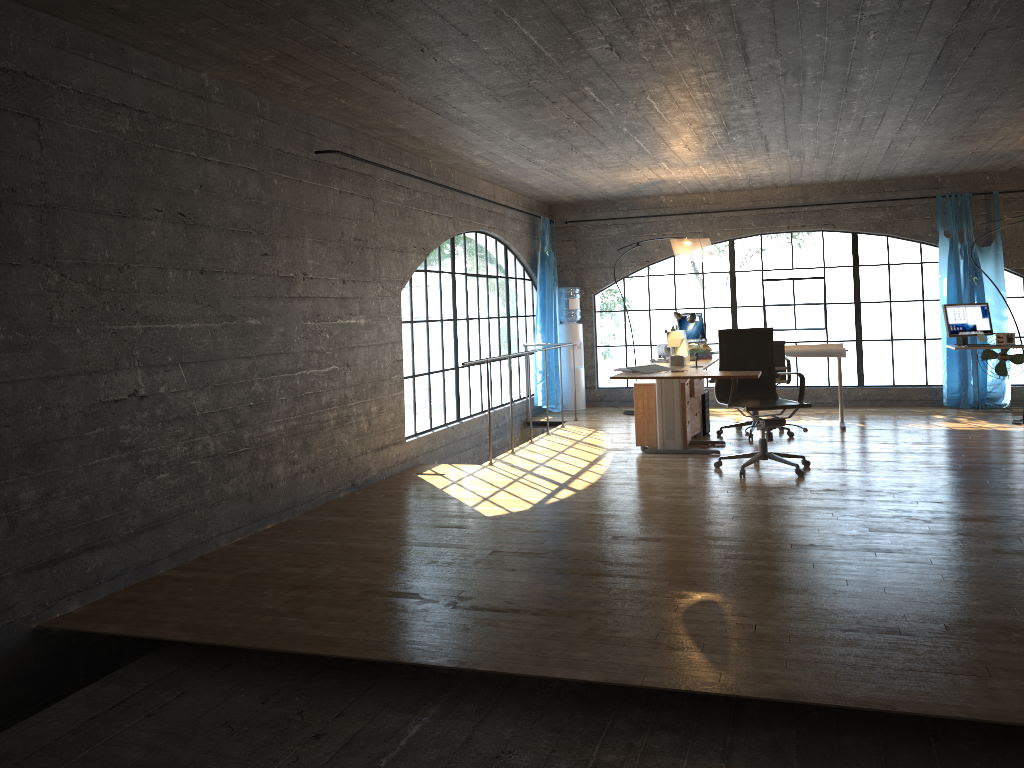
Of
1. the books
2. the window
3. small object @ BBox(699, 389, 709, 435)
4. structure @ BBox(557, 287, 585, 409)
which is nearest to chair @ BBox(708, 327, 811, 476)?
the books

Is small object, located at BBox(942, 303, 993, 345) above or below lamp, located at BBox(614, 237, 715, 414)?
below

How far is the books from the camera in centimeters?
620cm

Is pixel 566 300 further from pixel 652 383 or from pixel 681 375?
pixel 681 375

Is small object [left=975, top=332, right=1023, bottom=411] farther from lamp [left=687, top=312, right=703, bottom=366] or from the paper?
lamp [left=687, top=312, right=703, bottom=366]

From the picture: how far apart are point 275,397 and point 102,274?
1.5 meters

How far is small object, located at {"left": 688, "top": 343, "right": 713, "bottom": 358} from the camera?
7.5 meters

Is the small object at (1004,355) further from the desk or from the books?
the books

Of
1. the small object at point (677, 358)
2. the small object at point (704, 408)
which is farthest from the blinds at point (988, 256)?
the small object at point (677, 358)

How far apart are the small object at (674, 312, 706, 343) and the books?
2.4 meters
